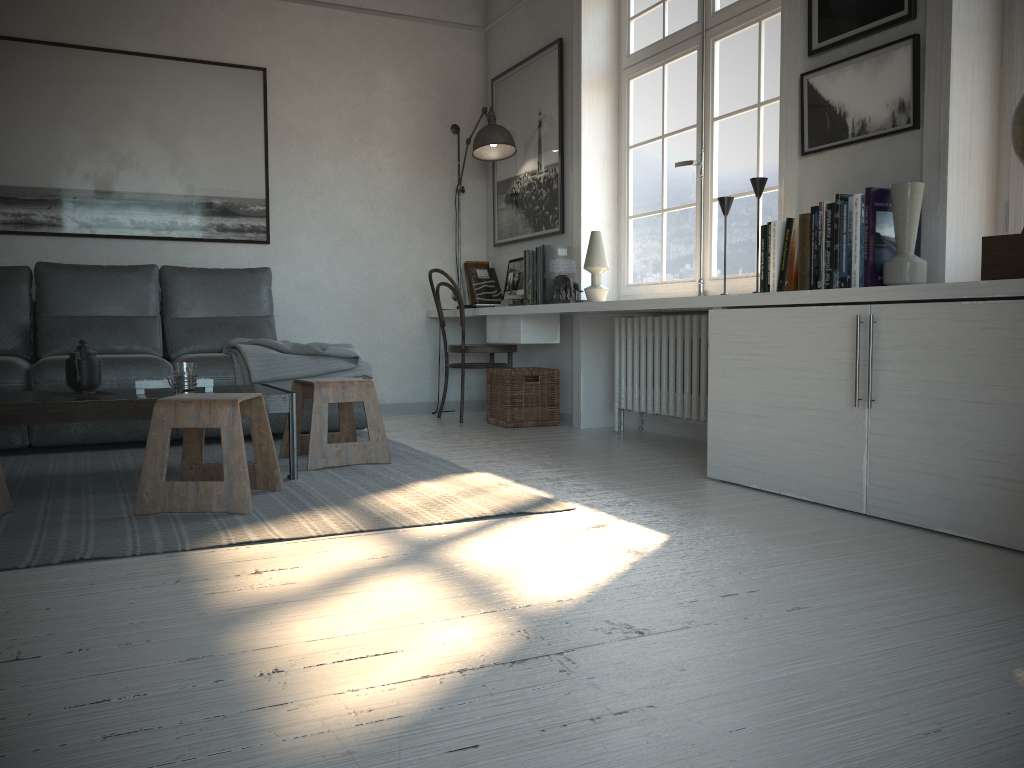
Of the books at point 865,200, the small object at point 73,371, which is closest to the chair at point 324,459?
the small object at point 73,371

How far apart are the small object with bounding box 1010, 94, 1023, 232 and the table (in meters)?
2.36

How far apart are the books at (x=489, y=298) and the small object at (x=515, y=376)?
0.7 meters

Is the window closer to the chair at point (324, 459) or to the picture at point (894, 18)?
the picture at point (894, 18)

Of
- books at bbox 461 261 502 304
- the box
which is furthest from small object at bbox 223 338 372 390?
the box

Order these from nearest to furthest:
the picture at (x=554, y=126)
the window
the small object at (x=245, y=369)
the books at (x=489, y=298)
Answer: the window, the small object at (x=245, y=369), the picture at (x=554, y=126), the books at (x=489, y=298)

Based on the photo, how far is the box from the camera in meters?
2.3

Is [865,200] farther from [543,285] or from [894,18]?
[543,285]

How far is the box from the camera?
2.3 meters

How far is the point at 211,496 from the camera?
2.6 meters
